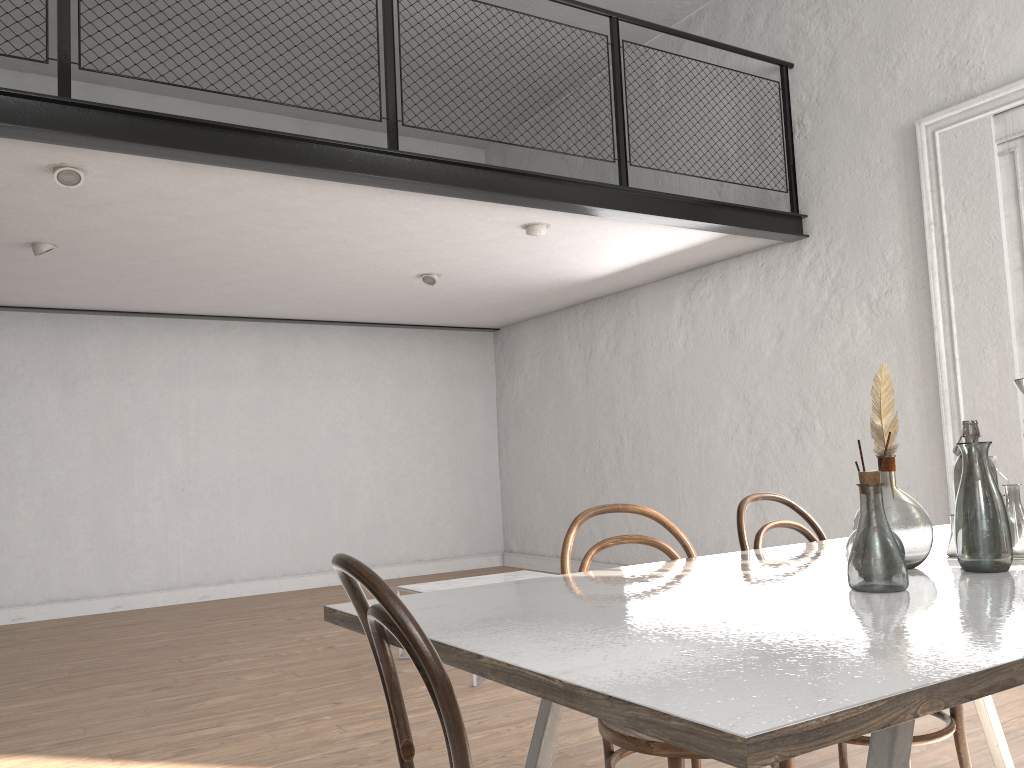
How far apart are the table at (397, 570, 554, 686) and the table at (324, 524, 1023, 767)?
2.8 meters

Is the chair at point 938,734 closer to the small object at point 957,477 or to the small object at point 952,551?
the small object at point 952,551

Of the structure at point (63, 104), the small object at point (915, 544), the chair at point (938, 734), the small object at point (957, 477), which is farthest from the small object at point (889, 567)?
the structure at point (63, 104)

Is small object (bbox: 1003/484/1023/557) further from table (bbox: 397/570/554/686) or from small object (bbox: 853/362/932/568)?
table (bbox: 397/570/554/686)

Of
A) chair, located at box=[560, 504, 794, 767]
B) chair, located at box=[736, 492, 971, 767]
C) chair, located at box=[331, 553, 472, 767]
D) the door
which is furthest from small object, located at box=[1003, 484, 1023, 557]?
the door

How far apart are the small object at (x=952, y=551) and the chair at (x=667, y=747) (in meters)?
0.59

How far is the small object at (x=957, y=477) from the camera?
1.9 meters

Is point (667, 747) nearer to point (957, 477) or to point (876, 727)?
point (957, 477)

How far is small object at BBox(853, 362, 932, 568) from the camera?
1.8m

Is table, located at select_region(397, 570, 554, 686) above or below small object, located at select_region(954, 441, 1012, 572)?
below
